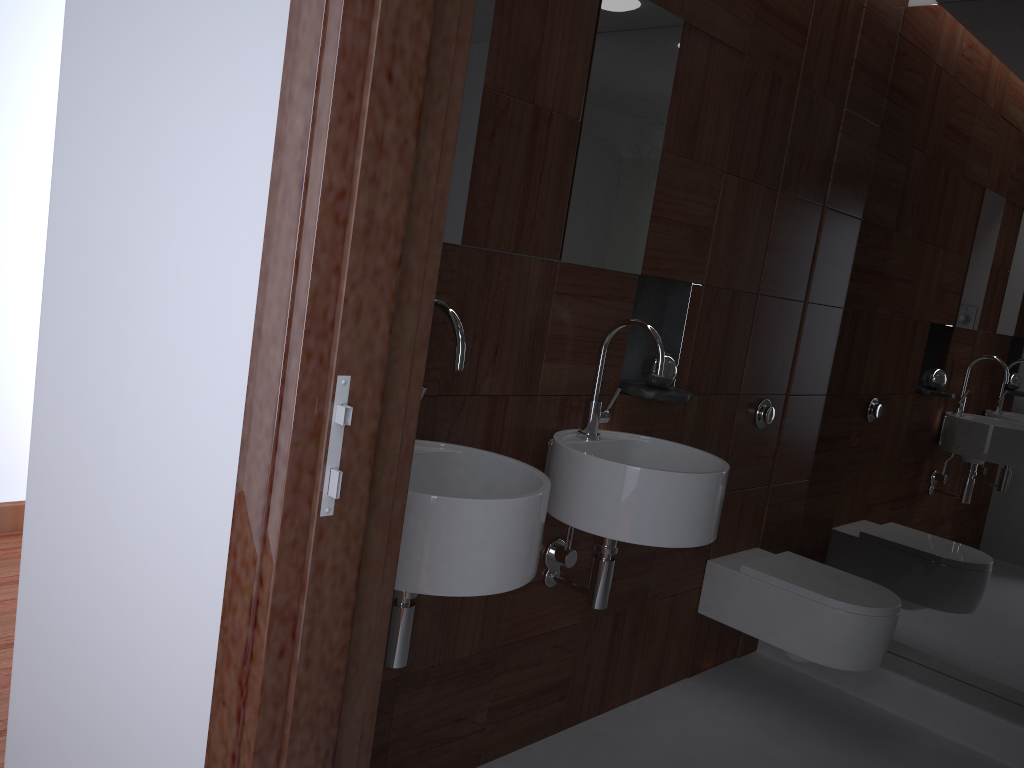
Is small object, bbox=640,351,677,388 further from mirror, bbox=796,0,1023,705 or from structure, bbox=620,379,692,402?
mirror, bbox=796,0,1023,705

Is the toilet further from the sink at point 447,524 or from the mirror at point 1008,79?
the sink at point 447,524

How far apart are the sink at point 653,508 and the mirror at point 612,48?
0.16m

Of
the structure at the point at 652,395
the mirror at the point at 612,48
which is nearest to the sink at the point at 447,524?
the mirror at the point at 612,48

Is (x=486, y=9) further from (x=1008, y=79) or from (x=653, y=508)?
(x=1008, y=79)

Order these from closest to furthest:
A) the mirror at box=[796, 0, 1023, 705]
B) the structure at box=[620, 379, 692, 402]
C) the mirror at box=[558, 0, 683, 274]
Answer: the mirror at box=[558, 0, 683, 274] → the structure at box=[620, 379, 692, 402] → the mirror at box=[796, 0, 1023, 705]

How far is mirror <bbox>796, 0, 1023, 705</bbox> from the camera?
2.82m

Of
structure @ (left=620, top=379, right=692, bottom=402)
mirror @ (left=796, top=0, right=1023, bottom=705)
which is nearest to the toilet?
mirror @ (left=796, top=0, right=1023, bottom=705)

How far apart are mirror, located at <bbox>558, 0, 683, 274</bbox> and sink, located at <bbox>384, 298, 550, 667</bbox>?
0.5m

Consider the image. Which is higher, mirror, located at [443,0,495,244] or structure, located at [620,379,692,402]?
mirror, located at [443,0,495,244]
